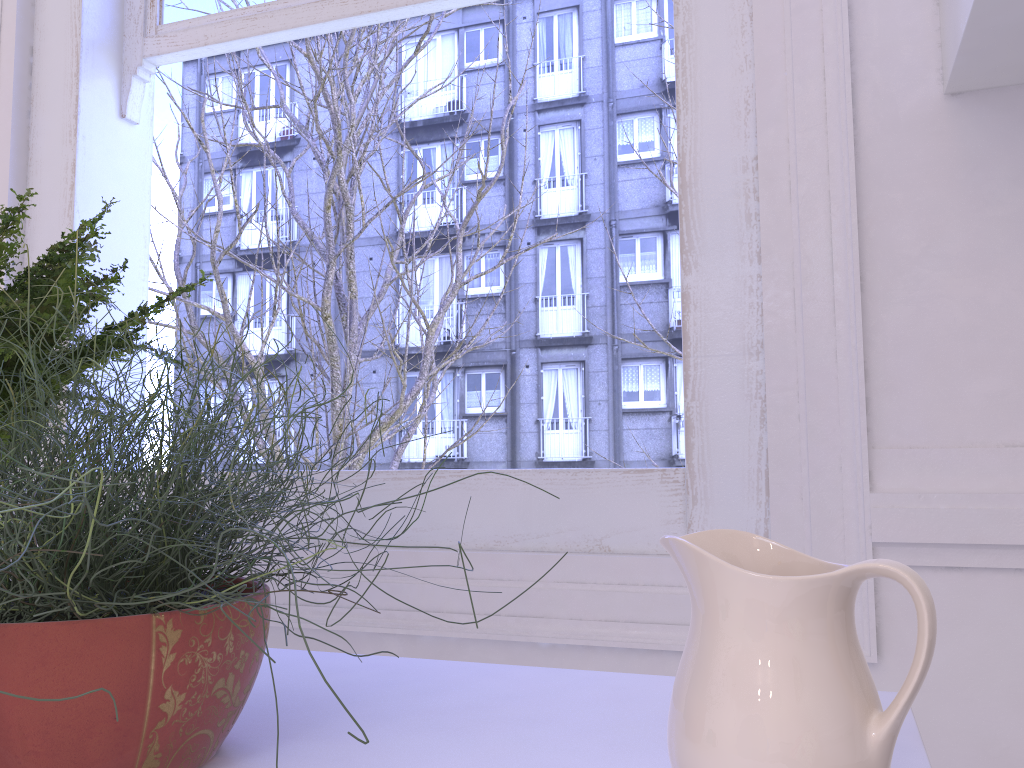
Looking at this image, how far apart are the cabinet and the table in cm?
63

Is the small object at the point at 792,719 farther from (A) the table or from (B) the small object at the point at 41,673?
(B) the small object at the point at 41,673

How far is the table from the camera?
0.59m

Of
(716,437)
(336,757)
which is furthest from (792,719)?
(716,437)

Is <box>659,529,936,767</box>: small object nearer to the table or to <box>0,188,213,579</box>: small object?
the table

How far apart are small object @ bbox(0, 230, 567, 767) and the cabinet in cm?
75

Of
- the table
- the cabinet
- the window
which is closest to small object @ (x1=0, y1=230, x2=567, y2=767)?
the table

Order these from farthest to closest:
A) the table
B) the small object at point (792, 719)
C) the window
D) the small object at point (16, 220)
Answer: the window, the small object at point (16, 220), the table, the small object at point (792, 719)

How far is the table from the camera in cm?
59

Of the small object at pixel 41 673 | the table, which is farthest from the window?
the small object at pixel 41 673
